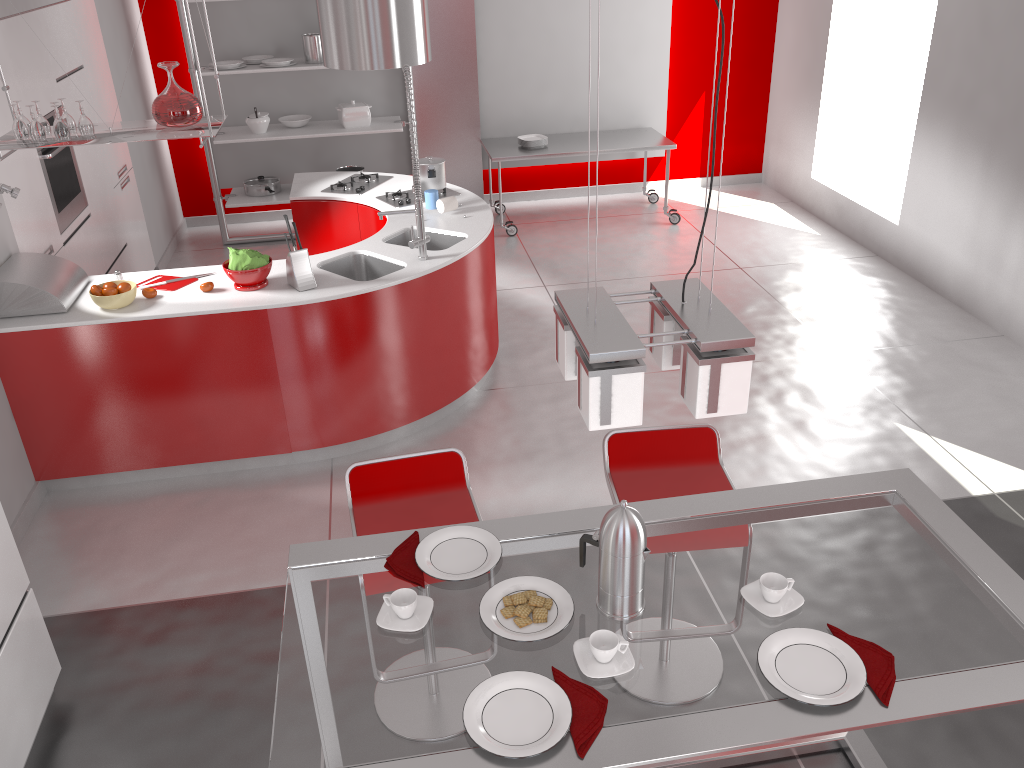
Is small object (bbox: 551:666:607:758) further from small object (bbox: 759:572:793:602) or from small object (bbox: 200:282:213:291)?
small object (bbox: 200:282:213:291)

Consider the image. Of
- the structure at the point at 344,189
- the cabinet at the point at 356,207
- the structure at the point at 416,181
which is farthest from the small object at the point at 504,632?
the structure at the point at 344,189

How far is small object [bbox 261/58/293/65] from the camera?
6.7m

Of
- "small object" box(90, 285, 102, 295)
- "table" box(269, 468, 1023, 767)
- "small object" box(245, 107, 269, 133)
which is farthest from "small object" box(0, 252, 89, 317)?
"small object" box(245, 107, 269, 133)

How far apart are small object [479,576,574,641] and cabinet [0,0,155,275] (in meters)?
3.48

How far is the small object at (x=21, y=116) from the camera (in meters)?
3.80

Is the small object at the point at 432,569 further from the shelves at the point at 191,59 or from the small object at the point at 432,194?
the shelves at the point at 191,59

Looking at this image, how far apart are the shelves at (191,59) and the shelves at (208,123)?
3.0m

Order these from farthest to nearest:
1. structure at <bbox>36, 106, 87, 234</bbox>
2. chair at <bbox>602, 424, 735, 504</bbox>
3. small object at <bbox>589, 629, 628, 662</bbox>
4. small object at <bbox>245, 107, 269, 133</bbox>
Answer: small object at <bbox>245, 107, 269, 133</bbox> → structure at <bbox>36, 106, 87, 234</bbox> → chair at <bbox>602, 424, 735, 504</bbox> → small object at <bbox>589, 629, 628, 662</bbox>

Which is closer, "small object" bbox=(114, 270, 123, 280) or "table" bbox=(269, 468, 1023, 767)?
"table" bbox=(269, 468, 1023, 767)
